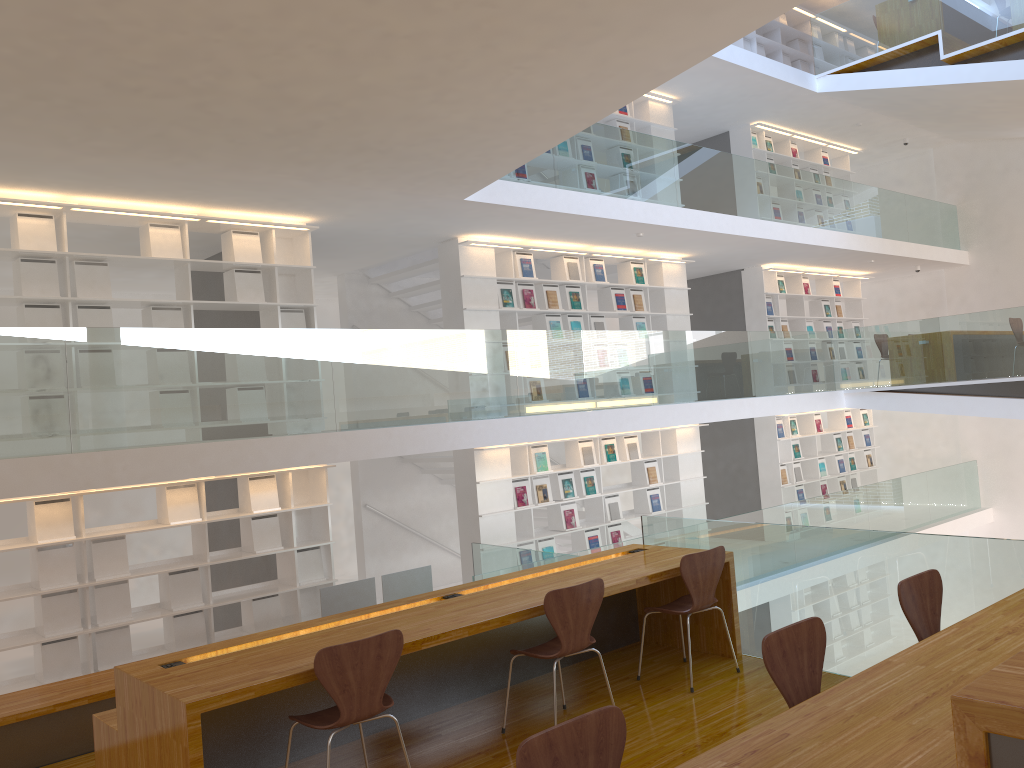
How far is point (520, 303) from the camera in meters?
Result: 9.4 m

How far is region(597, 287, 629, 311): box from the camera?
10.3m

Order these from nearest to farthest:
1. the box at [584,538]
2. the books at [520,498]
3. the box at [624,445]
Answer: the books at [520,498]
the box at [584,538]
the box at [624,445]

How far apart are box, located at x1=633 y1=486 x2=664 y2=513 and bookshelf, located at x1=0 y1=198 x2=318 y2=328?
4.7m

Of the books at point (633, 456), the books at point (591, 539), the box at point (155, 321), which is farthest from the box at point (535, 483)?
the box at point (155, 321)

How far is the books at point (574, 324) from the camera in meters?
9.9

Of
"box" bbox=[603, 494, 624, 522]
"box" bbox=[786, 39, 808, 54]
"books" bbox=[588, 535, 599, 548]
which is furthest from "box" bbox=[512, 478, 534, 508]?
"box" bbox=[786, 39, 808, 54]

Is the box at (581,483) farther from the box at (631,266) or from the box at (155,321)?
the box at (155,321)

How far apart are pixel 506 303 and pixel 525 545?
2.5m

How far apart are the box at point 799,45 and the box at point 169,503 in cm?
1138
